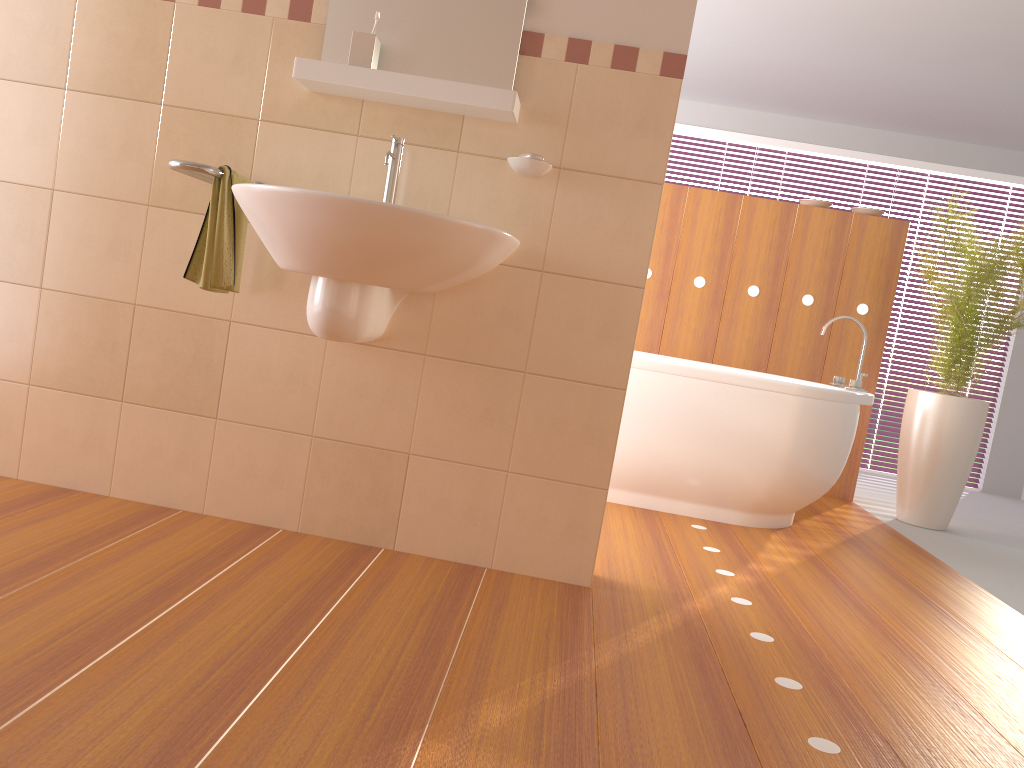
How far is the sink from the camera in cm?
182

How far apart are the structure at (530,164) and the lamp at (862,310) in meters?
2.5 m

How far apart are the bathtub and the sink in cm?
133

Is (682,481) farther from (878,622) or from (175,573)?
(175,573)

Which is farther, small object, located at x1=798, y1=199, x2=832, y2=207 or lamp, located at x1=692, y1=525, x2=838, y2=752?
small object, located at x1=798, y1=199, x2=832, y2=207

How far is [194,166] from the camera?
2.02m

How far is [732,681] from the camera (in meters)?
1.86

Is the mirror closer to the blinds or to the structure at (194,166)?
the structure at (194,166)

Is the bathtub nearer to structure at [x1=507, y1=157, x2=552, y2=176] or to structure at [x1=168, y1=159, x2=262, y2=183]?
structure at [x1=507, y1=157, x2=552, y2=176]

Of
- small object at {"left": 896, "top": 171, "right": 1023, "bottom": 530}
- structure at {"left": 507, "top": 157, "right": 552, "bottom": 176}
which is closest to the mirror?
structure at {"left": 507, "top": 157, "right": 552, "bottom": 176}
